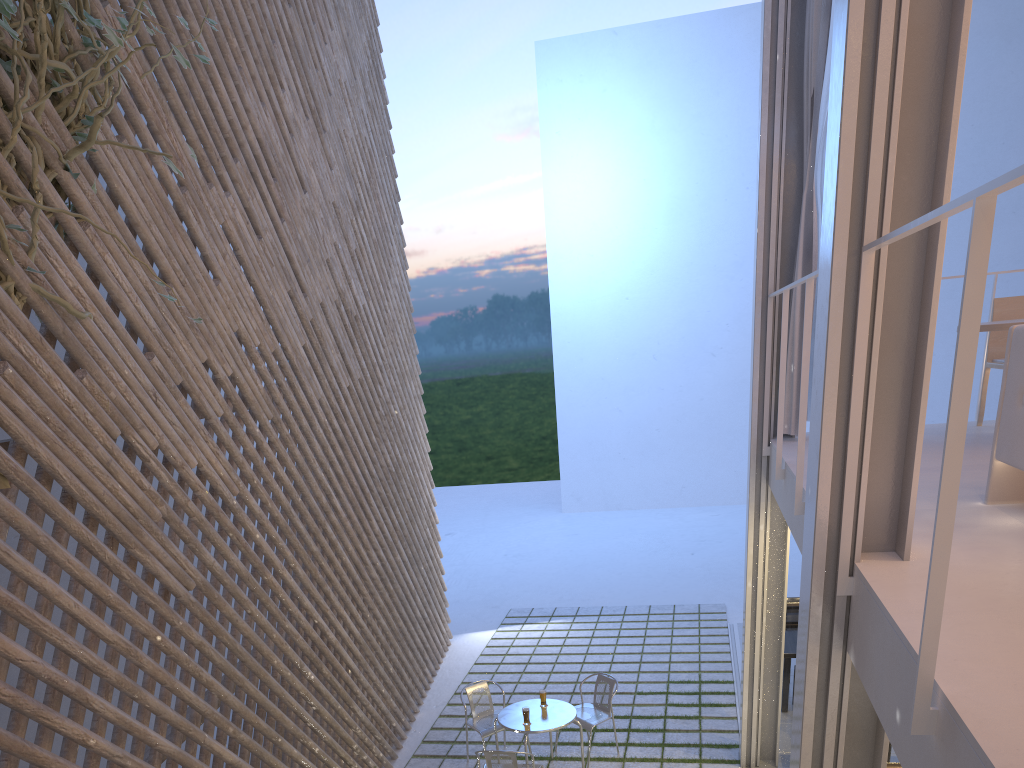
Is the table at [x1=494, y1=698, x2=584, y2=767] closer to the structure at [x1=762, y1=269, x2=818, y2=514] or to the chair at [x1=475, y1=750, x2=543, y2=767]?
the chair at [x1=475, y1=750, x2=543, y2=767]

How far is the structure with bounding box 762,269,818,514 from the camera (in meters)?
2.09

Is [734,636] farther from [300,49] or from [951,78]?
[951,78]

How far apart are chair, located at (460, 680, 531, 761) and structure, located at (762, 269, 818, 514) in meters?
1.6 m

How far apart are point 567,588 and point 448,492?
5.7 meters

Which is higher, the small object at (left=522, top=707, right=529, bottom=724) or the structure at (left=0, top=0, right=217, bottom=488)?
the structure at (left=0, top=0, right=217, bottom=488)

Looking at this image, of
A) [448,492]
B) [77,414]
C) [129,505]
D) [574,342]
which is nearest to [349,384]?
[129,505]

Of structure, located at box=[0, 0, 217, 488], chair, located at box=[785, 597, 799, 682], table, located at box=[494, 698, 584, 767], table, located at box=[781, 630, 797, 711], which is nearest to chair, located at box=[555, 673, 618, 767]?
table, located at box=[494, 698, 584, 767]

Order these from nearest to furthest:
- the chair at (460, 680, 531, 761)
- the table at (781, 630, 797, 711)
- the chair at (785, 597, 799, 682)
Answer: the chair at (460, 680, 531, 761) < the table at (781, 630, 797, 711) < the chair at (785, 597, 799, 682)

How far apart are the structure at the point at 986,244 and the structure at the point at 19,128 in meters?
1.5
